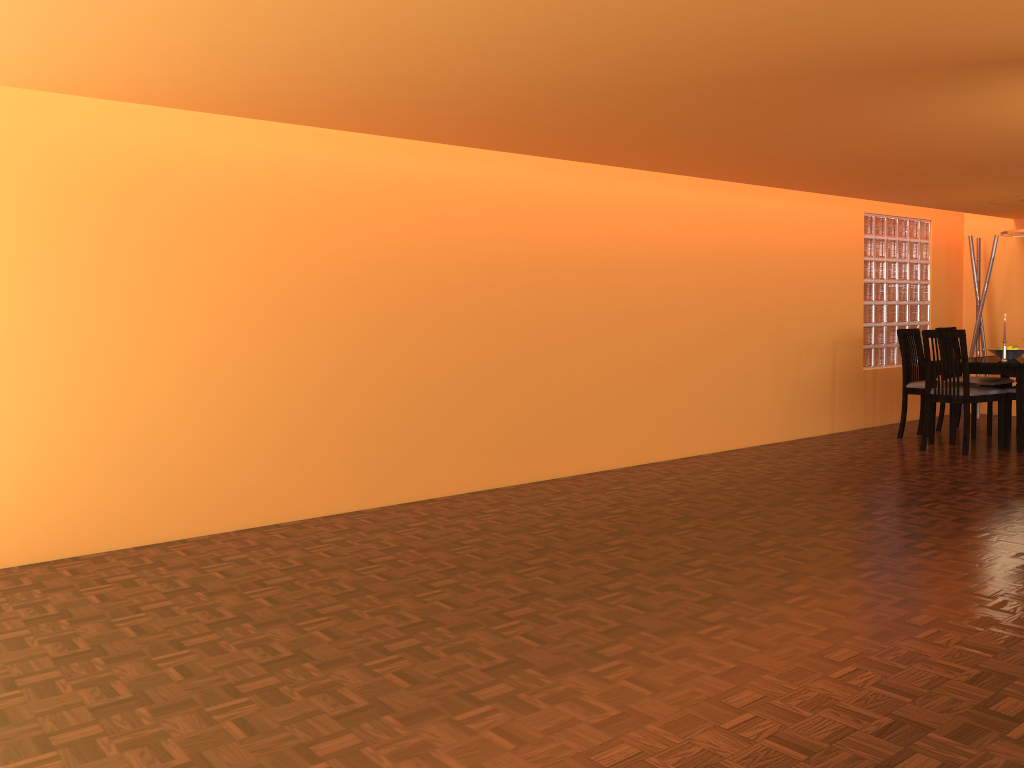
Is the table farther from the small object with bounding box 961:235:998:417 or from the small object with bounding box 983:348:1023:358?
the small object with bounding box 961:235:998:417

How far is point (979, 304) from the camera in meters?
7.7 m

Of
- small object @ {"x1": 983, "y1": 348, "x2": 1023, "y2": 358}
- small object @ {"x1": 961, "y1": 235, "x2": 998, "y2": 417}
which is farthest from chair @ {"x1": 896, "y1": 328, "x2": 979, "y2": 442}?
small object @ {"x1": 961, "y1": 235, "x2": 998, "y2": 417}

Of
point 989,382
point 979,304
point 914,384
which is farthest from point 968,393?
point 979,304

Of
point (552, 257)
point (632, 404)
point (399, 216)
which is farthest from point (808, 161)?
point (399, 216)

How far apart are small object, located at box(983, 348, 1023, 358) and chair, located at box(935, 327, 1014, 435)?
0.4m

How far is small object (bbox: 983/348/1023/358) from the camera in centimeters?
614cm

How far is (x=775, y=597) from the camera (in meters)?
2.84

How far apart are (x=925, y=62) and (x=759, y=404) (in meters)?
3.59

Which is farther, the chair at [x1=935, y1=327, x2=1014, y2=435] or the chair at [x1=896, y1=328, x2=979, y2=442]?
the chair at [x1=935, y1=327, x2=1014, y2=435]
